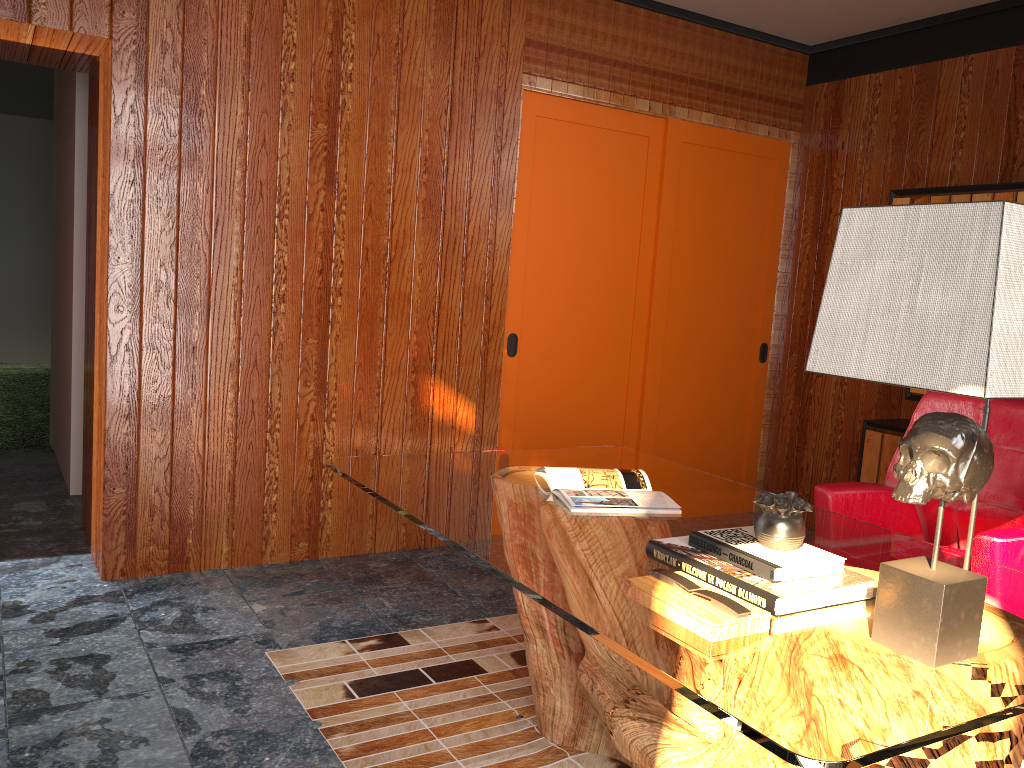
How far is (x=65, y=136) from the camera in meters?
4.7 m

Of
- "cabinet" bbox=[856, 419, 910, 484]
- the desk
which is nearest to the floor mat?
the desk

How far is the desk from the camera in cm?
126

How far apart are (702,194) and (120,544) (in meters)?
3.17

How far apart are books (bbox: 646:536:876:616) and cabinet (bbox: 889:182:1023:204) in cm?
243

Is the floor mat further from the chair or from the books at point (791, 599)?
the chair

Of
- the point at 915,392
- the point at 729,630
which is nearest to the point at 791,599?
the point at 729,630

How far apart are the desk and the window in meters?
1.0 m

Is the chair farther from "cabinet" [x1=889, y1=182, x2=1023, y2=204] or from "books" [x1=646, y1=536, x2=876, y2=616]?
"cabinet" [x1=889, y1=182, x2=1023, y2=204]

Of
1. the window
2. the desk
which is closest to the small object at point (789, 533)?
the desk
